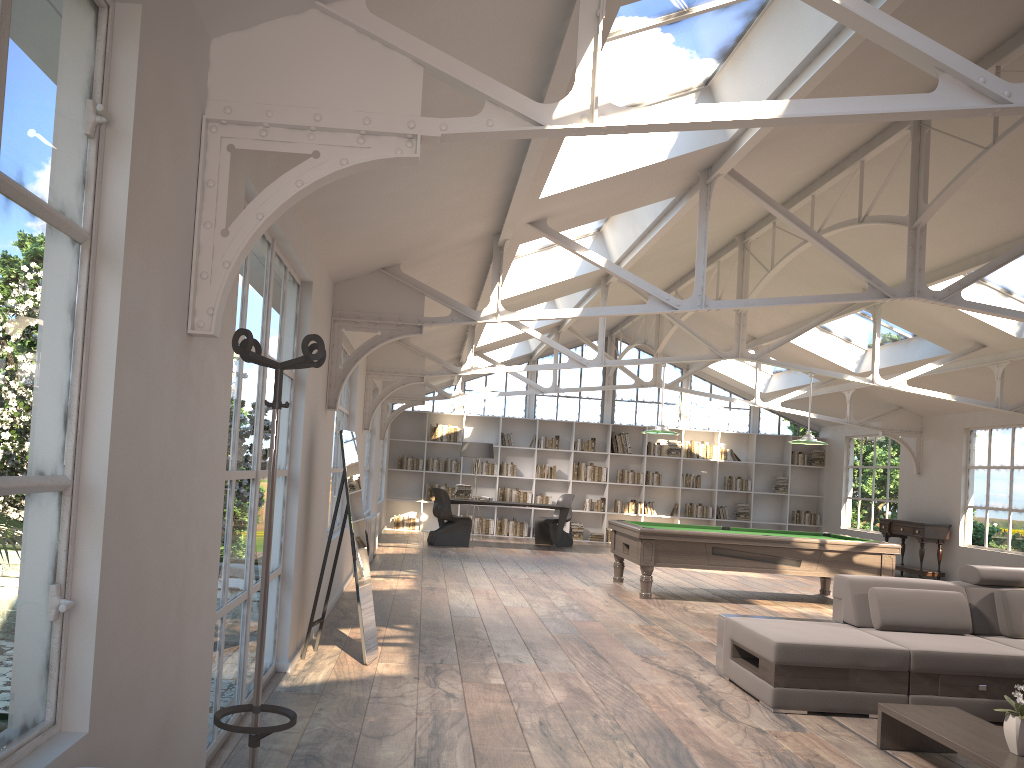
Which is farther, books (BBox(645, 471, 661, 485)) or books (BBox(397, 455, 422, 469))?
books (BBox(645, 471, 661, 485))

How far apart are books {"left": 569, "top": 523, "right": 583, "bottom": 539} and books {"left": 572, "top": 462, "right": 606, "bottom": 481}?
1.0 meters

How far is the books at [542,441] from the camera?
17.31m

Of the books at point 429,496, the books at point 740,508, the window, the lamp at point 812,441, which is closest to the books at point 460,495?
the books at point 429,496

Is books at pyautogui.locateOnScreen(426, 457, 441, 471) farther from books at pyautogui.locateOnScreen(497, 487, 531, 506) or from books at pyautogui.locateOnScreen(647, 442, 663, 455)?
books at pyautogui.locateOnScreen(647, 442, 663, 455)

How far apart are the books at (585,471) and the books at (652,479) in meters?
0.9 m

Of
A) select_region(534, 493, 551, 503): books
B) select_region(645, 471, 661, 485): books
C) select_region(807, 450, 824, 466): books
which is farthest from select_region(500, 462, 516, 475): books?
select_region(807, 450, 824, 466): books

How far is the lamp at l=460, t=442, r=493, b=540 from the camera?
15.6 meters

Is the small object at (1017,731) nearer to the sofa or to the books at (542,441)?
the sofa

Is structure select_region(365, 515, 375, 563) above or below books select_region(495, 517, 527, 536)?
above
